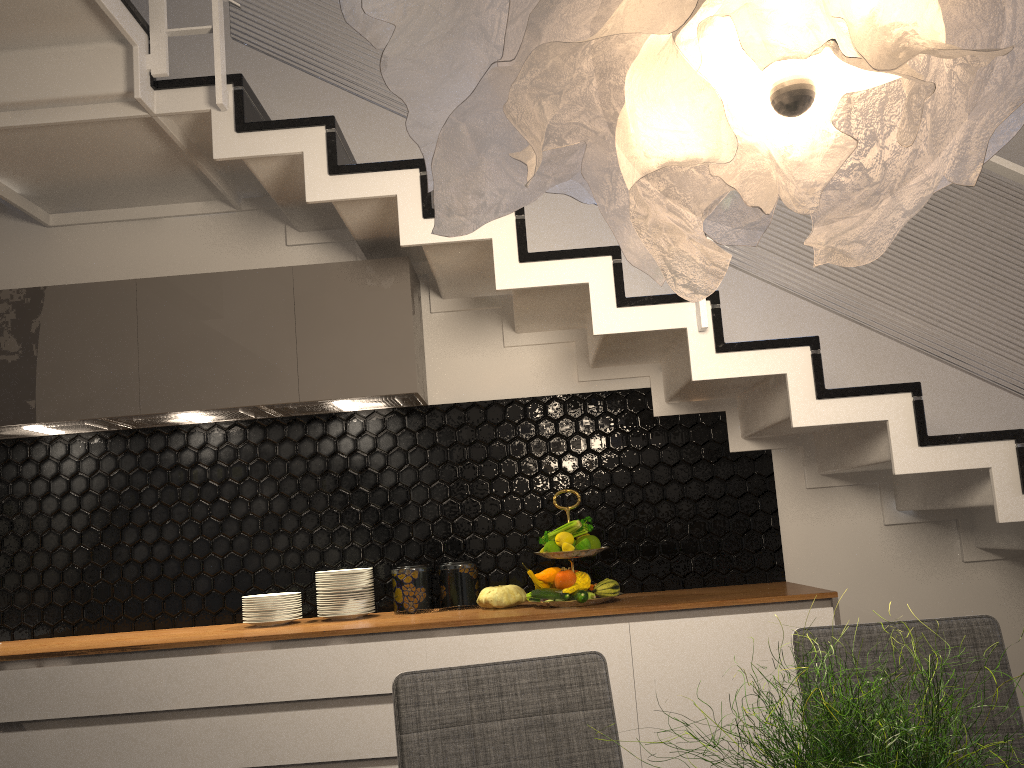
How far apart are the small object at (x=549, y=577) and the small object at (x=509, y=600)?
0.1m

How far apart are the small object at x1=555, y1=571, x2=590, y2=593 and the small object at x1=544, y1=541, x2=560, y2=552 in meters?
0.1 m

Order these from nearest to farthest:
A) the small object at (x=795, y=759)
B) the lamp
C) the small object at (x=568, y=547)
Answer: the small object at (x=795, y=759), the lamp, the small object at (x=568, y=547)

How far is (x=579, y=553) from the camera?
3.13m

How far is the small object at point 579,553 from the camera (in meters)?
3.13

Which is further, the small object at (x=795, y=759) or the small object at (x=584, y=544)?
the small object at (x=584, y=544)

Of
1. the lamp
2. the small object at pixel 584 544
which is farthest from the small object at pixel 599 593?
the lamp

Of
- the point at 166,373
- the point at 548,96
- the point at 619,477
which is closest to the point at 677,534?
the point at 619,477

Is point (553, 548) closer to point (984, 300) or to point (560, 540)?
point (560, 540)

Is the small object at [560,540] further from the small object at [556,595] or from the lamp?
the lamp
